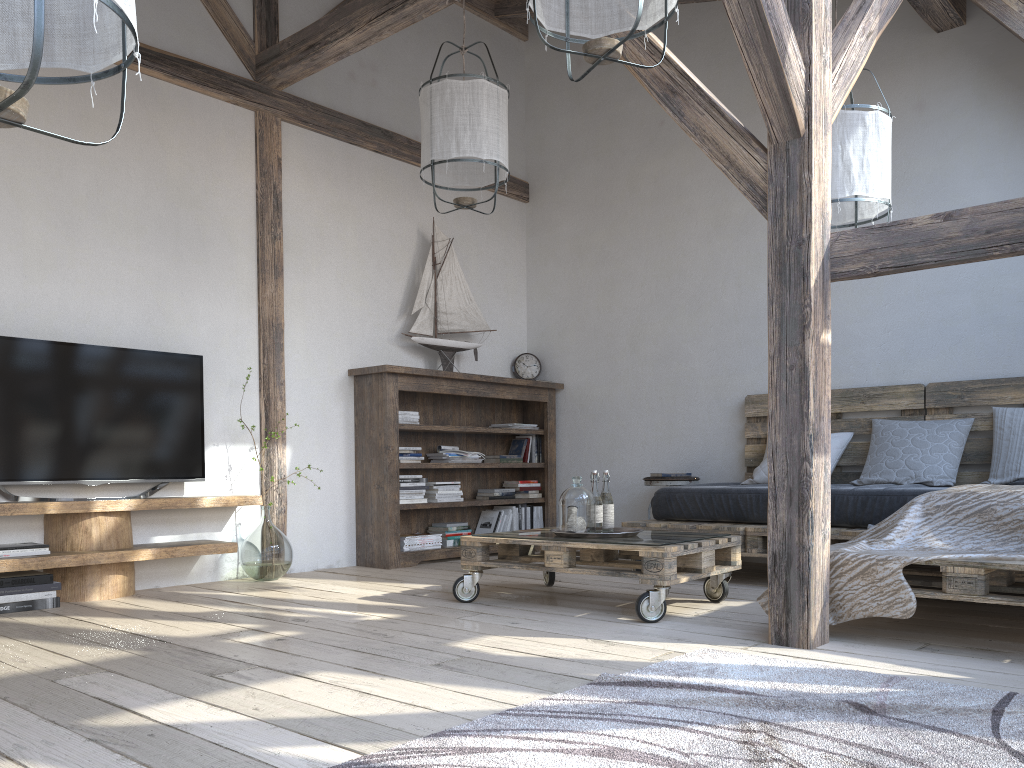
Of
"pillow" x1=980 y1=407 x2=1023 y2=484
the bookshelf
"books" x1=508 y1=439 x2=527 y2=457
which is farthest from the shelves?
"pillow" x1=980 y1=407 x2=1023 y2=484

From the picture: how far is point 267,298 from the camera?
4.9m

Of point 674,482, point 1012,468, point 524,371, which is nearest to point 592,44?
point 1012,468

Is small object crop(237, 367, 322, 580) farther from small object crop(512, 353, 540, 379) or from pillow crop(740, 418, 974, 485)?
pillow crop(740, 418, 974, 485)

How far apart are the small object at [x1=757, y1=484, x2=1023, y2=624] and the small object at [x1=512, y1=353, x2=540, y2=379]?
3.42m

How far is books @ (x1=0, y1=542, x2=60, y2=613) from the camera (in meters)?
3.54

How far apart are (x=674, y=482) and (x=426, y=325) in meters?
1.8 m

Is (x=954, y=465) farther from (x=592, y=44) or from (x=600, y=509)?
(x=592, y=44)

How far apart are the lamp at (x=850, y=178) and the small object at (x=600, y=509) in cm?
143

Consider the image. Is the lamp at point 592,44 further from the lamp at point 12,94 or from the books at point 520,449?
the books at point 520,449
